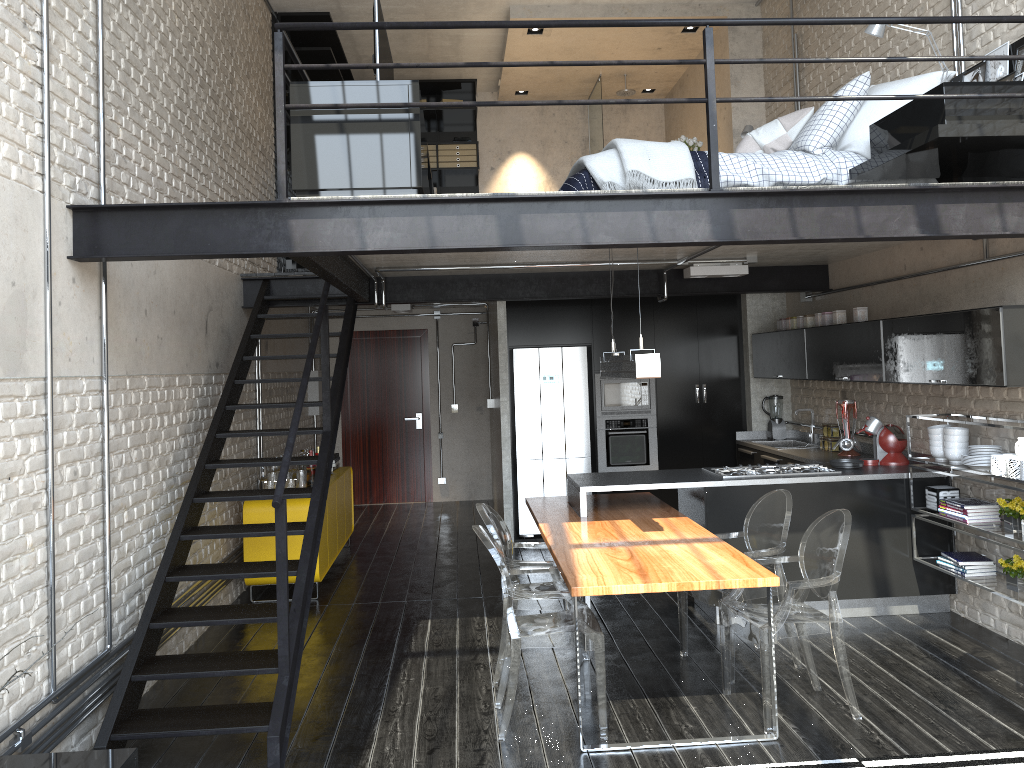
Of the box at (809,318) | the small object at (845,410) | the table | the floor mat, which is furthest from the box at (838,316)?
the floor mat

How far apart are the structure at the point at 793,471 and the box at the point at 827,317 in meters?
1.3 m

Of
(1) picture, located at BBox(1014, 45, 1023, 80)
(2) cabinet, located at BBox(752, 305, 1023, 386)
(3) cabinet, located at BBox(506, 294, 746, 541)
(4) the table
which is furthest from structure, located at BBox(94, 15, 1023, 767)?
(3) cabinet, located at BBox(506, 294, 746, 541)

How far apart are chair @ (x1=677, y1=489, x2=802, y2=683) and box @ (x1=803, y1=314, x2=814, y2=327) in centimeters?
251cm

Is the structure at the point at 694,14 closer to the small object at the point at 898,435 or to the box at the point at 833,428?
the box at the point at 833,428

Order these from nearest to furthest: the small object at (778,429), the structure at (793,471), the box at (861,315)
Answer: the structure at (793,471) → the box at (861,315) → the small object at (778,429)

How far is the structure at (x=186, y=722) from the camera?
3.9 meters

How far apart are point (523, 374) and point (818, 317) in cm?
280

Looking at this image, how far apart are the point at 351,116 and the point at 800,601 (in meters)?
3.28

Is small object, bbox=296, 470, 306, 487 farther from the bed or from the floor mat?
the floor mat
